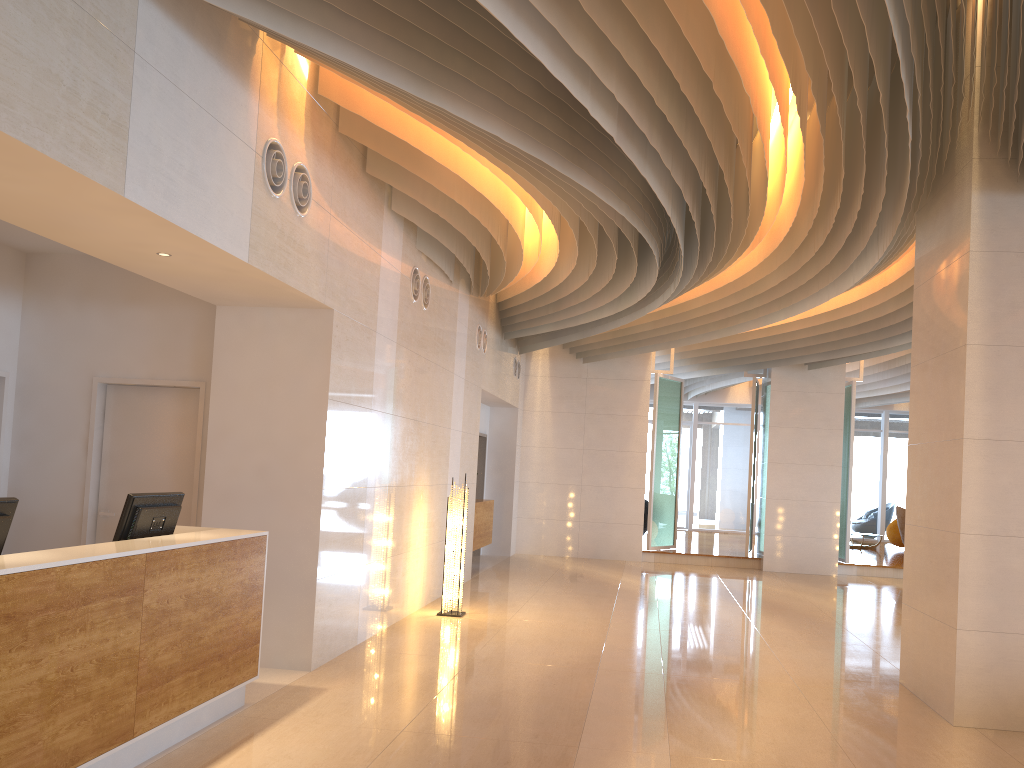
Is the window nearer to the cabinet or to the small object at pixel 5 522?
the cabinet

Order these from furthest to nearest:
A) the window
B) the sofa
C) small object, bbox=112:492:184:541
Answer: the window < the sofa < small object, bbox=112:492:184:541

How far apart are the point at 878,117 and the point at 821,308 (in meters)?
5.46

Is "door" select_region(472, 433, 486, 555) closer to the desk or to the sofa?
the desk

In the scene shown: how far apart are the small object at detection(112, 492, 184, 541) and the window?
18.99m

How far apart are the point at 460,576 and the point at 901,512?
11.9 meters

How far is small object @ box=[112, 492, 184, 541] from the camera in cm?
464

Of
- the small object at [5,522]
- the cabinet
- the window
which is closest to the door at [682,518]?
the window

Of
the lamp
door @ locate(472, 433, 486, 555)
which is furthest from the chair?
the lamp

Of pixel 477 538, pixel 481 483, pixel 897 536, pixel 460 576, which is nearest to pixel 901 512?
pixel 897 536
